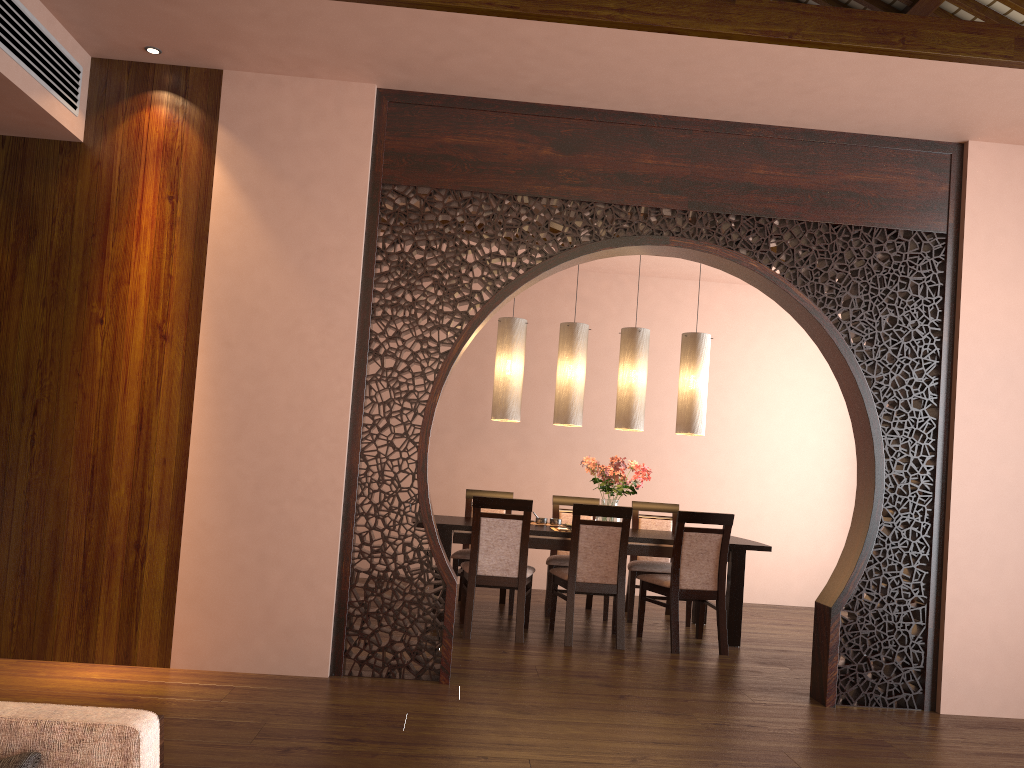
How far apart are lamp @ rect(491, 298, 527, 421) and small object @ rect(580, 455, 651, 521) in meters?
0.6 m

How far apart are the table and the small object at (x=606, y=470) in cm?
24

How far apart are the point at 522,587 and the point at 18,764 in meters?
4.2

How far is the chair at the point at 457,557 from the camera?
6.2m

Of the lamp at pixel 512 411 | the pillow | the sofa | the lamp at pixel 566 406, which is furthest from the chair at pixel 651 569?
the pillow

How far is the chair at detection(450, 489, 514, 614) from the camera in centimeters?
616cm

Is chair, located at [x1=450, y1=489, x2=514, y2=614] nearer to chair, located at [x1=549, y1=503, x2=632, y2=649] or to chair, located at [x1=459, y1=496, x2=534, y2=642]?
chair, located at [x1=459, y1=496, x2=534, y2=642]

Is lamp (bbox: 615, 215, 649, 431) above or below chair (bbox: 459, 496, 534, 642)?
above

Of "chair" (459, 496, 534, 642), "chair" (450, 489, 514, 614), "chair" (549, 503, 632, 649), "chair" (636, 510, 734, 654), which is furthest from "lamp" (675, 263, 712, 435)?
"chair" (450, 489, 514, 614)

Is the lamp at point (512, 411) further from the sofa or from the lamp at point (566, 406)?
the sofa
